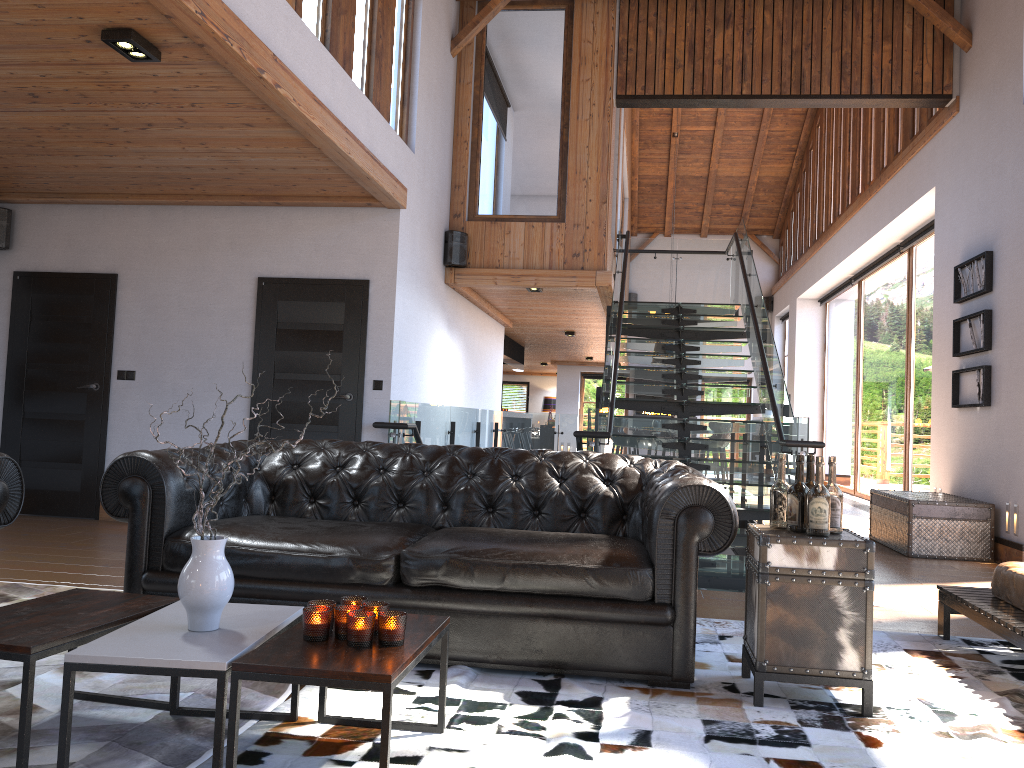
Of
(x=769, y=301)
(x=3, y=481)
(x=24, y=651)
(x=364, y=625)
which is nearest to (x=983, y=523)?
(x=364, y=625)

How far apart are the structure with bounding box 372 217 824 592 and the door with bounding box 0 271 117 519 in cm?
250

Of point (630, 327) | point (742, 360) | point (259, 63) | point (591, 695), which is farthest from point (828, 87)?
point (591, 695)

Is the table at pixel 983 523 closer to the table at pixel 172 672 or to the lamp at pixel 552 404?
the table at pixel 172 672

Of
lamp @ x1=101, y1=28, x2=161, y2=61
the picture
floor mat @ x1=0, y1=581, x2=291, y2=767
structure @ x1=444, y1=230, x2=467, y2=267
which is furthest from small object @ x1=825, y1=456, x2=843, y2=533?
structure @ x1=444, y1=230, x2=467, y2=267

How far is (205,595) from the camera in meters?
2.4

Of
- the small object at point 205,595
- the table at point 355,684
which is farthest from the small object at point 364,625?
the small object at point 205,595

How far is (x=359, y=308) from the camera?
7.2 meters

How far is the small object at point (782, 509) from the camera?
3.3m

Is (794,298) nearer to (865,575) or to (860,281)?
(860,281)
